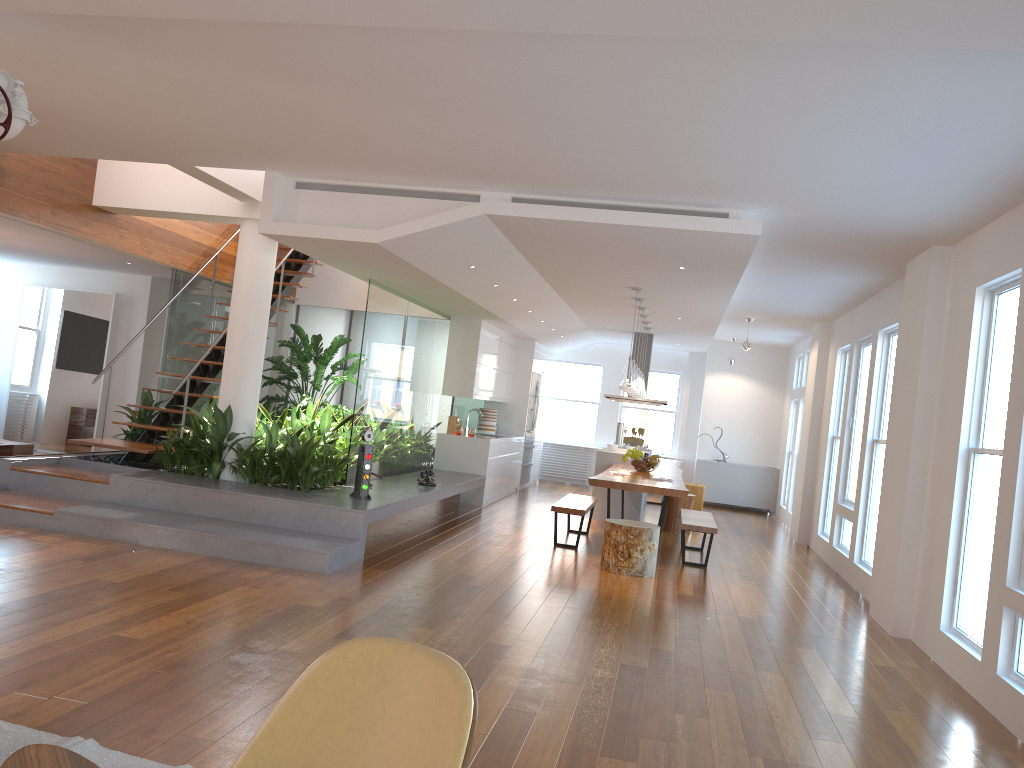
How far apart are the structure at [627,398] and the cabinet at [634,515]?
1.37m

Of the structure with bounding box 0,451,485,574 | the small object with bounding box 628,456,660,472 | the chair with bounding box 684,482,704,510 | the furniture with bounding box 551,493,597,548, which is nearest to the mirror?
the structure with bounding box 0,451,485,574

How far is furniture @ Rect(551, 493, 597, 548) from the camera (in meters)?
8.16

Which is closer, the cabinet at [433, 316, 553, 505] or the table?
the table

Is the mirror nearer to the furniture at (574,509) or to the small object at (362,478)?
the small object at (362,478)

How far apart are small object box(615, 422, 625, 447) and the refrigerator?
1.51m

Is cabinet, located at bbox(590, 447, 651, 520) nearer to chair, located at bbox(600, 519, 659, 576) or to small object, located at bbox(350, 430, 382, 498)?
chair, located at bbox(600, 519, 659, 576)

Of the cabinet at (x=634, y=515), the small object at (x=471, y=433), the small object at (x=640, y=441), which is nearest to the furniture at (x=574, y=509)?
the cabinet at (x=634, y=515)

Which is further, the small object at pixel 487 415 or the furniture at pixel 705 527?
the small object at pixel 487 415

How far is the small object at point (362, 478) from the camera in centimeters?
721cm
